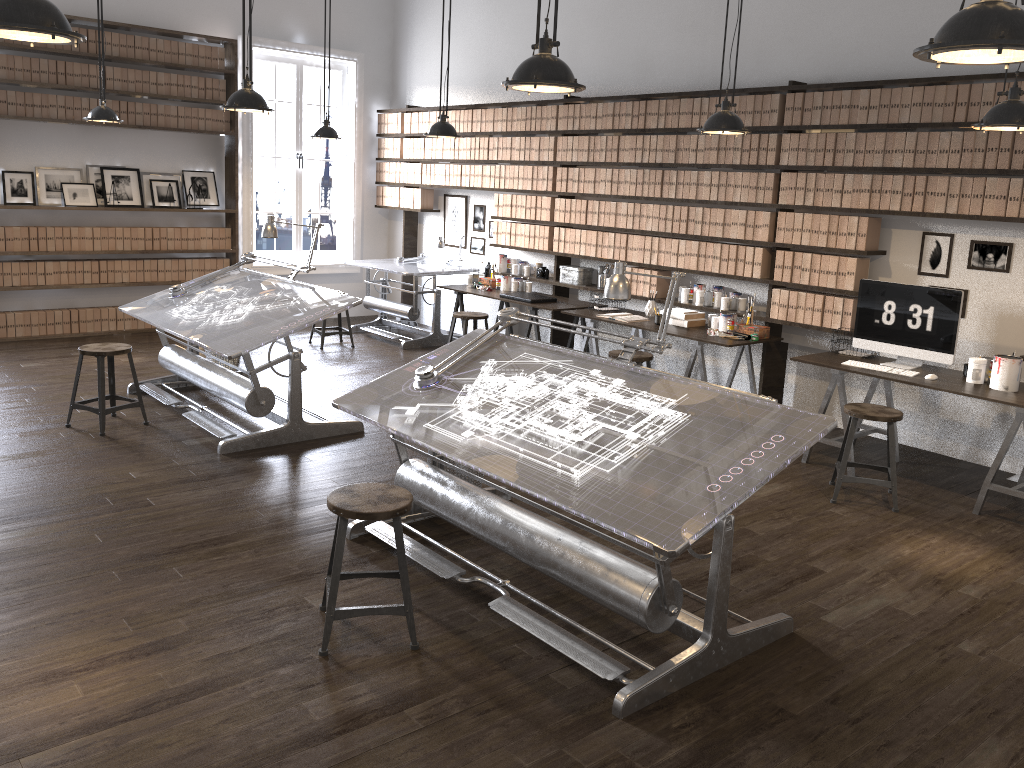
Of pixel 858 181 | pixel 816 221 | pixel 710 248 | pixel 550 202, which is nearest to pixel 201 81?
pixel 550 202

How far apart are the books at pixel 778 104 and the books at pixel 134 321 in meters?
6.4 m

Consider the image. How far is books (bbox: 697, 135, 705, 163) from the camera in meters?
6.7 m

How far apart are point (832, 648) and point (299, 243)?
8.01m

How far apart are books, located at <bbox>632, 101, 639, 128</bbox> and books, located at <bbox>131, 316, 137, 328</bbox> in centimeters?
538cm

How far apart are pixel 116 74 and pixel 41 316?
2.4 meters

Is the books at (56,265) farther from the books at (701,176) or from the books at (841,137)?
the books at (841,137)

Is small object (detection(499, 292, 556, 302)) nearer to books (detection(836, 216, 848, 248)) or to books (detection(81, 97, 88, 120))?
books (detection(836, 216, 848, 248))

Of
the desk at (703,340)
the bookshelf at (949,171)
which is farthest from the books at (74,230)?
the desk at (703,340)

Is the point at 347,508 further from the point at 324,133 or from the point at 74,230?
the point at 74,230
